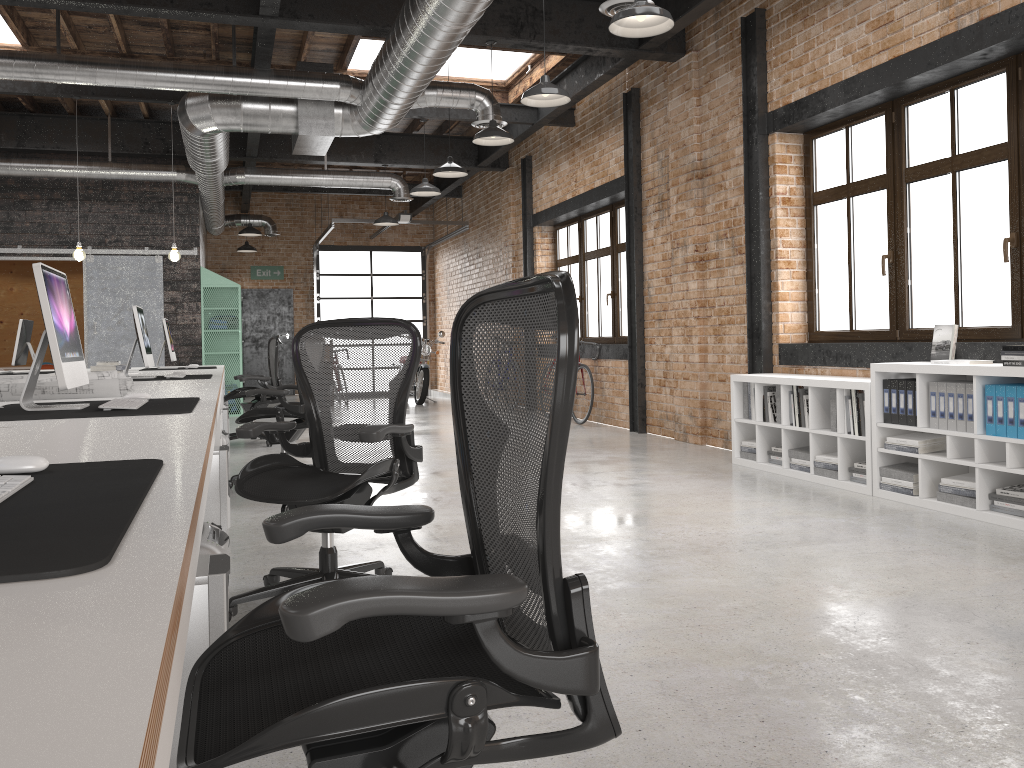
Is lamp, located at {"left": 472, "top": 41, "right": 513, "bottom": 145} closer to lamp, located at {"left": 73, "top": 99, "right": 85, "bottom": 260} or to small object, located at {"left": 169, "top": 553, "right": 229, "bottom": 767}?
lamp, located at {"left": 73, "top": 99, "right": 85, "bottom": 260}

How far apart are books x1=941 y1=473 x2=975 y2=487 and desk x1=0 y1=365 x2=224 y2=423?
4.43m

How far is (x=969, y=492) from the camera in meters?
4.7 m

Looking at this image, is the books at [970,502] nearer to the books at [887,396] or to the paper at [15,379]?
the books at [887,396]

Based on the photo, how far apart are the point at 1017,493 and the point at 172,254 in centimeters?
805cm

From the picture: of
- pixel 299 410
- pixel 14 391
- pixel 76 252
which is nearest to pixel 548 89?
pixel 299 410

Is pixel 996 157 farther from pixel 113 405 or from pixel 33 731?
pixel 33 731

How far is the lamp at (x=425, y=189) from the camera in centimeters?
1000cm

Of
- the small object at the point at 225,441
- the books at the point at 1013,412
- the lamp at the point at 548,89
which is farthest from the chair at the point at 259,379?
the books at the point at 1013,412

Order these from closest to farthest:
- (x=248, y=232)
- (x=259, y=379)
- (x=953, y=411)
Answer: (x=953, y=411) → (x=259, y=379) → (x=248, y=232)
